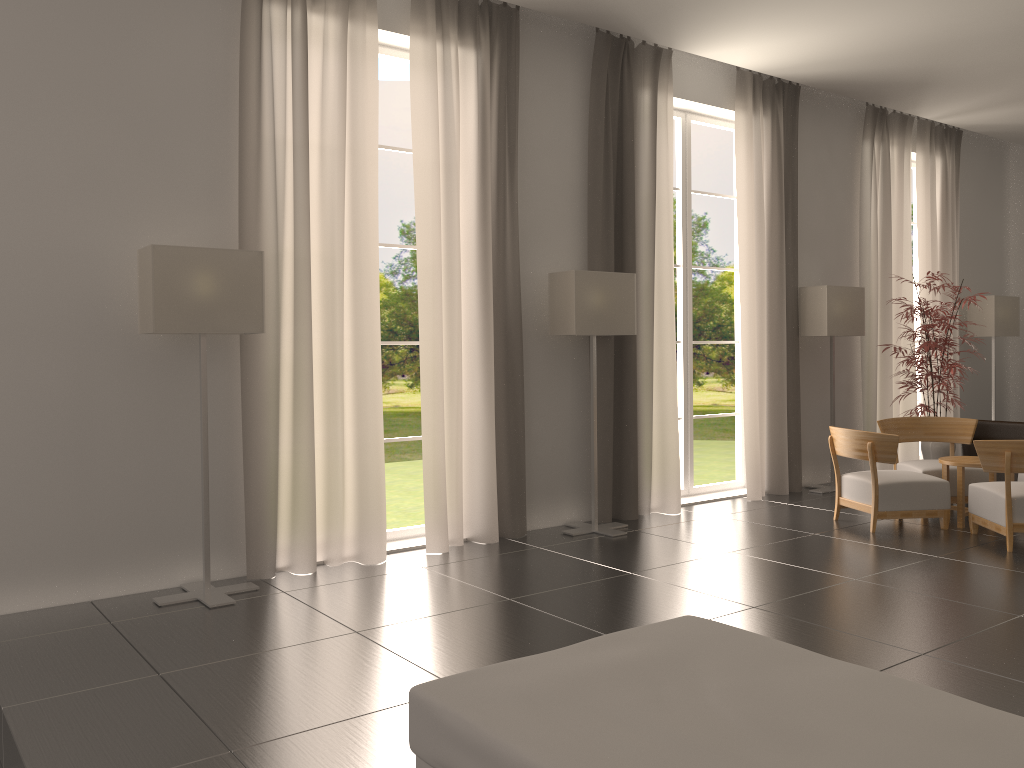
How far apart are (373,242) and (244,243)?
1.4 meters

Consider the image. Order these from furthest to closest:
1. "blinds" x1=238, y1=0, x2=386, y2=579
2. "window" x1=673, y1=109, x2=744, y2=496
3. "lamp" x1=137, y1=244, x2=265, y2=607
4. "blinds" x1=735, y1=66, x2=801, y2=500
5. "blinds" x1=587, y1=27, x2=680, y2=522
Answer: "window" x1=673, y1=109, x2=744, y2=496, "blinds" x1=735, y1=66, x2=801, y2=500, "blinds" x1=587, y1=27, x2=680, y2=522, "blinds" x1=238, y1=0, x2=386, y2=579, "lamp" x1=137, y1=244, x2=265, y2=607

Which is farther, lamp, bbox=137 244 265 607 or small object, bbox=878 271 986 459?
small object, bbox=878 271 986 459

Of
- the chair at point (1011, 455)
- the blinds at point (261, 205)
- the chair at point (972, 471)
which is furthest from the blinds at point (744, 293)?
the blinds at point (261, 205)

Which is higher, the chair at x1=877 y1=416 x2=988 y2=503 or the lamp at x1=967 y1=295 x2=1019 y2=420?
the lamp at x1=967 y1=295 x2=1019 y2=420

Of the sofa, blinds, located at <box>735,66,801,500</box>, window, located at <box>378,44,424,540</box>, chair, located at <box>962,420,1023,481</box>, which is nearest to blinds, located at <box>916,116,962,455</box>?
chair, located at <box>962,420,1023,481</box>

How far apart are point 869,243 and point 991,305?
3.4m

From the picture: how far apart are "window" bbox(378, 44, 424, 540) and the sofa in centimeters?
601cm

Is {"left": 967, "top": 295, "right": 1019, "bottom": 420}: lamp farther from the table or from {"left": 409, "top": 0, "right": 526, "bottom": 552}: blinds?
{"left": 409, "top": 0, "right": 526, "bottom": 552}: blinds

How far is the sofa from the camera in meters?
3.2
